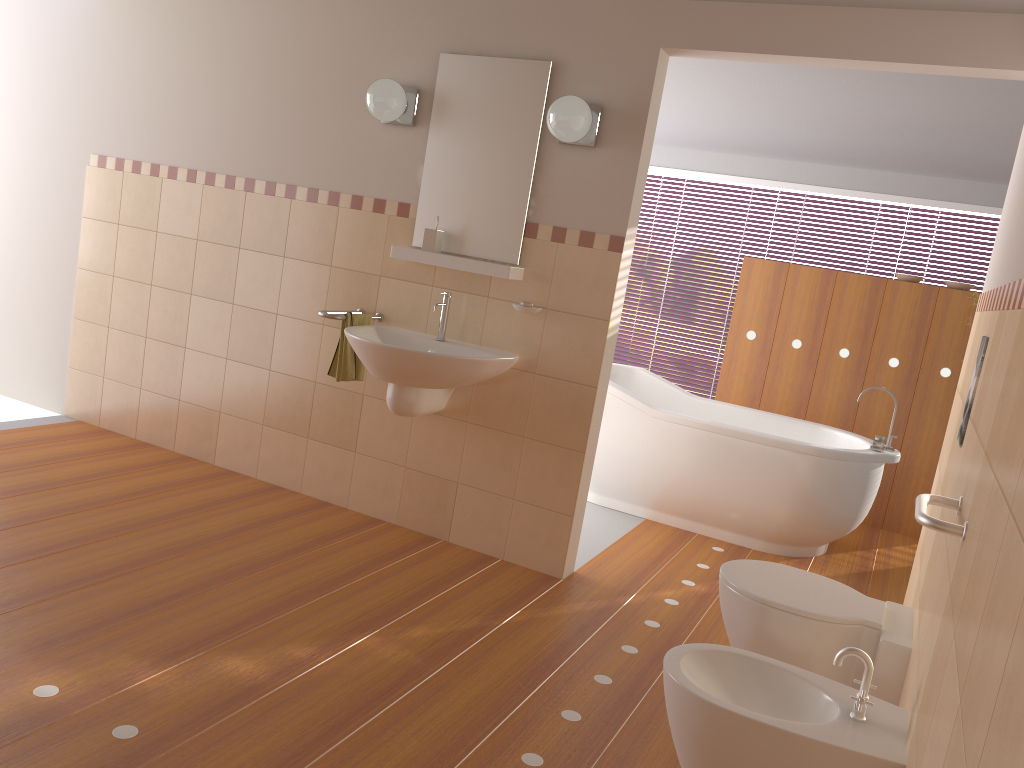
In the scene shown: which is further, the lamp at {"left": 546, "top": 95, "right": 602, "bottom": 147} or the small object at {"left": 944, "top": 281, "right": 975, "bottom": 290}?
the small object at {"left": 944, "top": 281, "right": 975, "bottom": 290}

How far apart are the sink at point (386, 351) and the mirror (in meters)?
0.20

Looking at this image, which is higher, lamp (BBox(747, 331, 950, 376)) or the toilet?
lamp (BBox(747, 331, 950, 376))

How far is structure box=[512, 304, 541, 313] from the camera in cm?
351

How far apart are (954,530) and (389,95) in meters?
2.8 m

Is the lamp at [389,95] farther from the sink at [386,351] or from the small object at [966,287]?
the small object at [966,287]

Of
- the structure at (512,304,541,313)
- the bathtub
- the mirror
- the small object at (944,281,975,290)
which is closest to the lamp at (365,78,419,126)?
the mirror

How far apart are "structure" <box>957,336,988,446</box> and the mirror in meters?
1.8

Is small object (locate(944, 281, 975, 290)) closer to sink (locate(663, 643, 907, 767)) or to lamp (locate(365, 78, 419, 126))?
lamp (locate(365, 78, 419, 126))

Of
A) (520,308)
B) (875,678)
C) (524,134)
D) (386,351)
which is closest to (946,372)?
(520,308)
